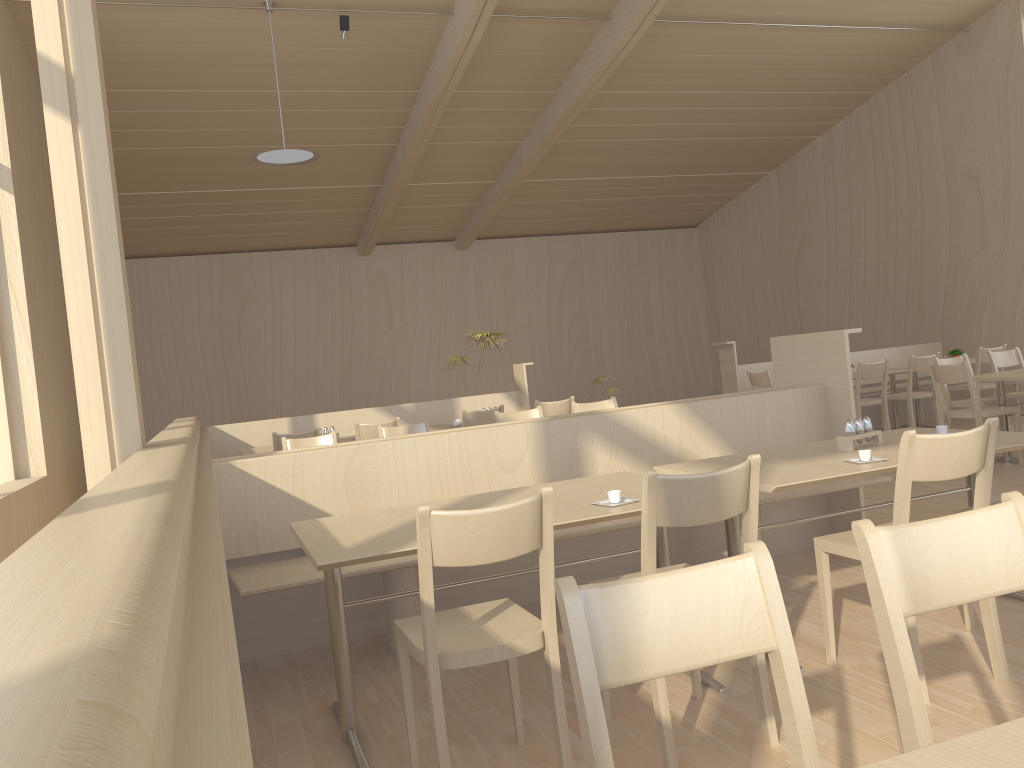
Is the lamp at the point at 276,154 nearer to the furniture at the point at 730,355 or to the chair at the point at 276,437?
the chair at the point at 276,437

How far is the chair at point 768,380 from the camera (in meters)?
8.30

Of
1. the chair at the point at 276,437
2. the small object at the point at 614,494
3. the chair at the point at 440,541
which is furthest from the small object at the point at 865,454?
the chair at the point at 276,437

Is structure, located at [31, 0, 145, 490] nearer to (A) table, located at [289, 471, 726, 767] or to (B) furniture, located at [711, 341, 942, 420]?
(A) table, located at [289, 471, 726, 767]

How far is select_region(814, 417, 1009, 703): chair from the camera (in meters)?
2.51

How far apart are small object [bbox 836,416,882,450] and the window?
5.7m

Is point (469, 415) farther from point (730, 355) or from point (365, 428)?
point (730, 355)

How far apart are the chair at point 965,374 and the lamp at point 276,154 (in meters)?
5.24

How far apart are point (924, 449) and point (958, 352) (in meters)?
7.61

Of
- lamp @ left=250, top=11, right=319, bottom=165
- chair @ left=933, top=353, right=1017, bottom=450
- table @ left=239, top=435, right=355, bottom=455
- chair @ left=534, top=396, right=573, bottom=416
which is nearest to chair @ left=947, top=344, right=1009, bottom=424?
chair @ left=933, top=353, right=1017, bottom=450
